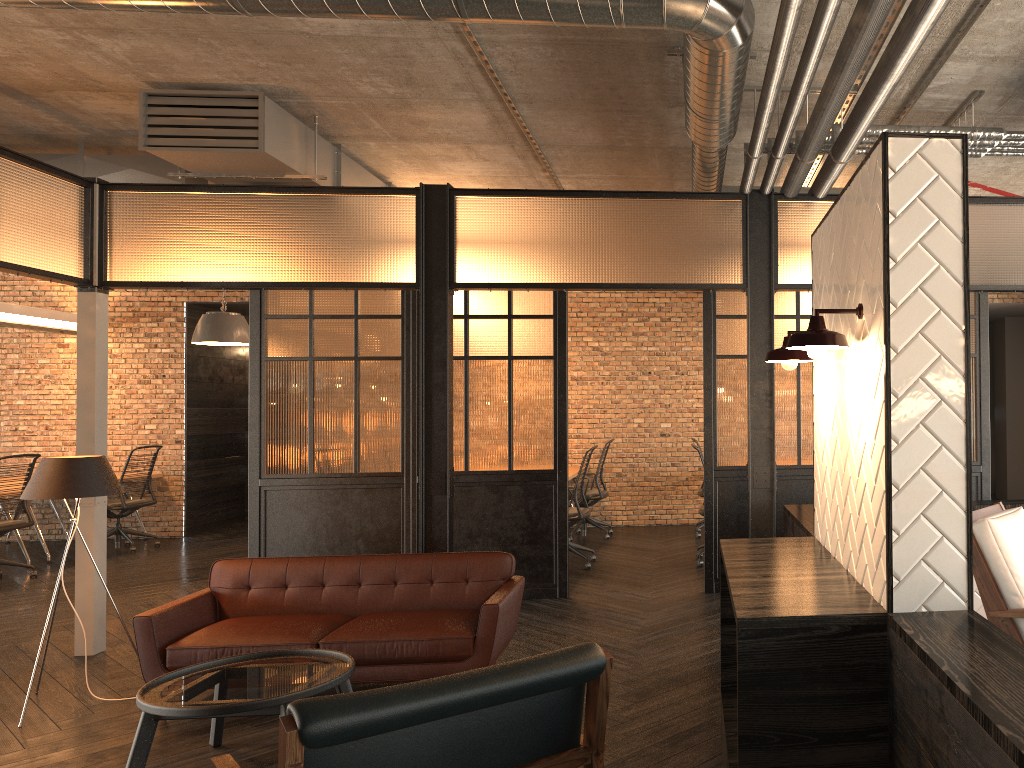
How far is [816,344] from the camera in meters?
2.3 m

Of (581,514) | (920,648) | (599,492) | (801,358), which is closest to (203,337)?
(581,514)

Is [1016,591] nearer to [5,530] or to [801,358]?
[801,358]

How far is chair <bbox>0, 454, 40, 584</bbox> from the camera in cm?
801

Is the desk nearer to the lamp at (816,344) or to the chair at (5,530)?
the chair at (5,530)

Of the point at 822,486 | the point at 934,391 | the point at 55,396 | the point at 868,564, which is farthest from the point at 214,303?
the point at 934,391

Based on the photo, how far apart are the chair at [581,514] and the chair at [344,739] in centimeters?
491cm

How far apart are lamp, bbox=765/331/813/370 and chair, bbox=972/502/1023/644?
0.96m

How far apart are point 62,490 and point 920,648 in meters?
4.2

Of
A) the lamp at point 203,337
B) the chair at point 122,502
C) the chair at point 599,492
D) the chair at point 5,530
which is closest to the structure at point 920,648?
the chair at point 599,492
